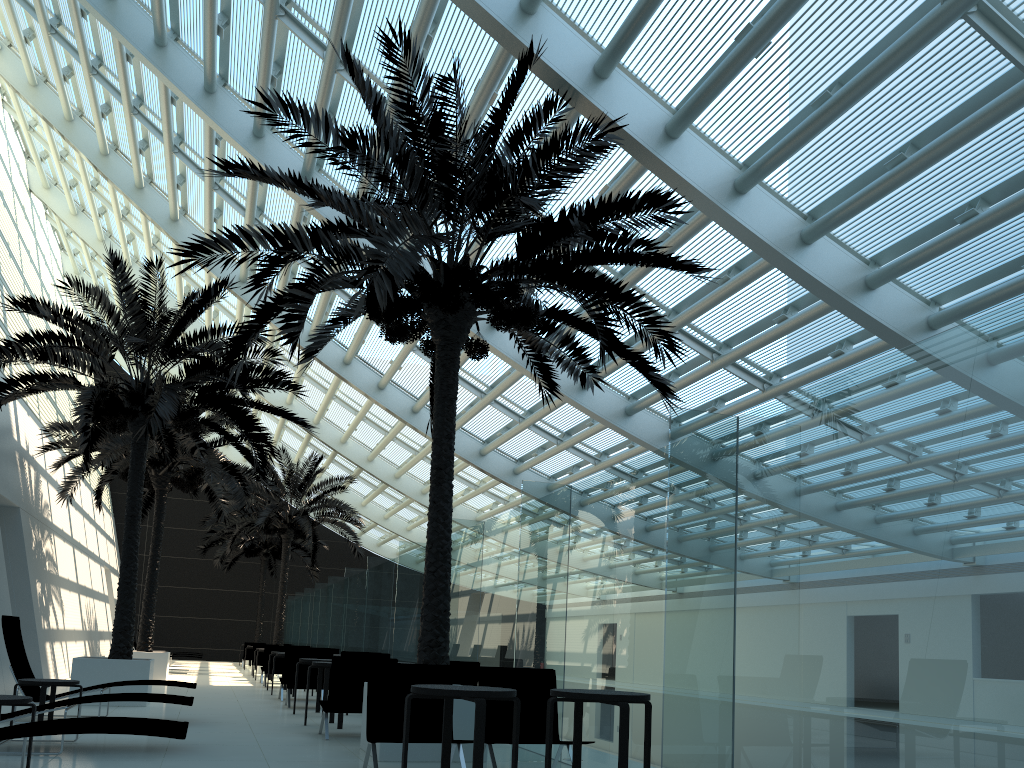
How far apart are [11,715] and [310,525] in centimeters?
1806cm

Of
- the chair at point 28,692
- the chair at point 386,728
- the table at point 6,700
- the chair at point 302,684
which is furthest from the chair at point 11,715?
the chair at point 302,684

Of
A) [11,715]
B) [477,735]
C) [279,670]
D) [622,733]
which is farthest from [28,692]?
[279,670]

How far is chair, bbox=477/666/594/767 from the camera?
6.9m

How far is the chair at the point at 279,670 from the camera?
18.5 meters

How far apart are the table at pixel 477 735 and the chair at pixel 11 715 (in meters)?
2.82

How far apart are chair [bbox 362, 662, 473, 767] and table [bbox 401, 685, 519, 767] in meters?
0.4 m

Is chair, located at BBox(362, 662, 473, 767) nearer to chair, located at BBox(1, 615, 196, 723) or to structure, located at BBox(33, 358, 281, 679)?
chair, located at BBox(1, 615, 196, 723)

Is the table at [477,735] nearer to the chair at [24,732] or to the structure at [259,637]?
the chair at [24,732]

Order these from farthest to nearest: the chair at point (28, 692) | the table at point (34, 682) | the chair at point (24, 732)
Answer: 1. the chair at point (28, 692)
2. the table at point (34, 682)
3. the chair at point (24, 732)
